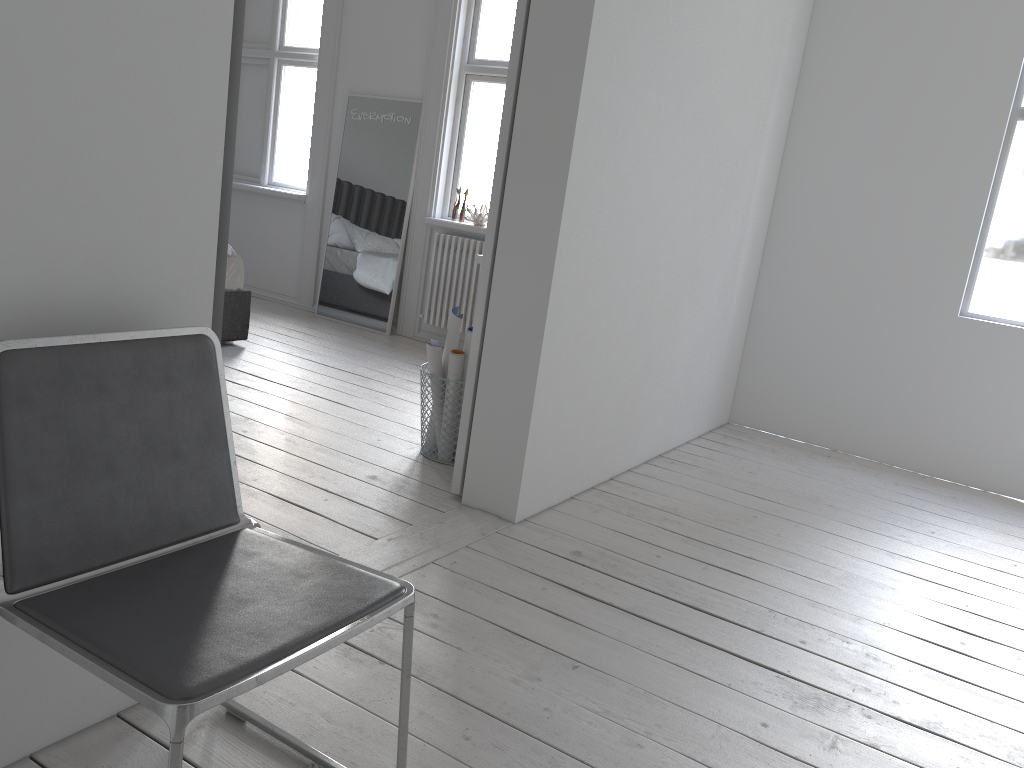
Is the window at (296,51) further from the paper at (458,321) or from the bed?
the paper at (458,321)

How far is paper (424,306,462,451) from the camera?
3.4m

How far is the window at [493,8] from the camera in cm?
556

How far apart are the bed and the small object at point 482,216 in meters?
1.5

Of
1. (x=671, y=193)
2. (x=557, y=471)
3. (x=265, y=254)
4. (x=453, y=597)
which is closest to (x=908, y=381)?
(x=671, y=193)

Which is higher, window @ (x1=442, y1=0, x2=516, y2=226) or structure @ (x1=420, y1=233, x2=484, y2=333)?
window @ (x1=442, y1=0, x2=516, y2=226)

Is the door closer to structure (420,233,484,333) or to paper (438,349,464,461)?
paper (438,349,464,461)

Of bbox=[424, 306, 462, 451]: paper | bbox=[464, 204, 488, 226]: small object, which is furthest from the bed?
bbox=[424, 306, 462, 451]: paper

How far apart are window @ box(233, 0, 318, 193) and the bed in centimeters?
179cm

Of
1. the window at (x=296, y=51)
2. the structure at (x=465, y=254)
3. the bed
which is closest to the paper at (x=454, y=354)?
the bed
